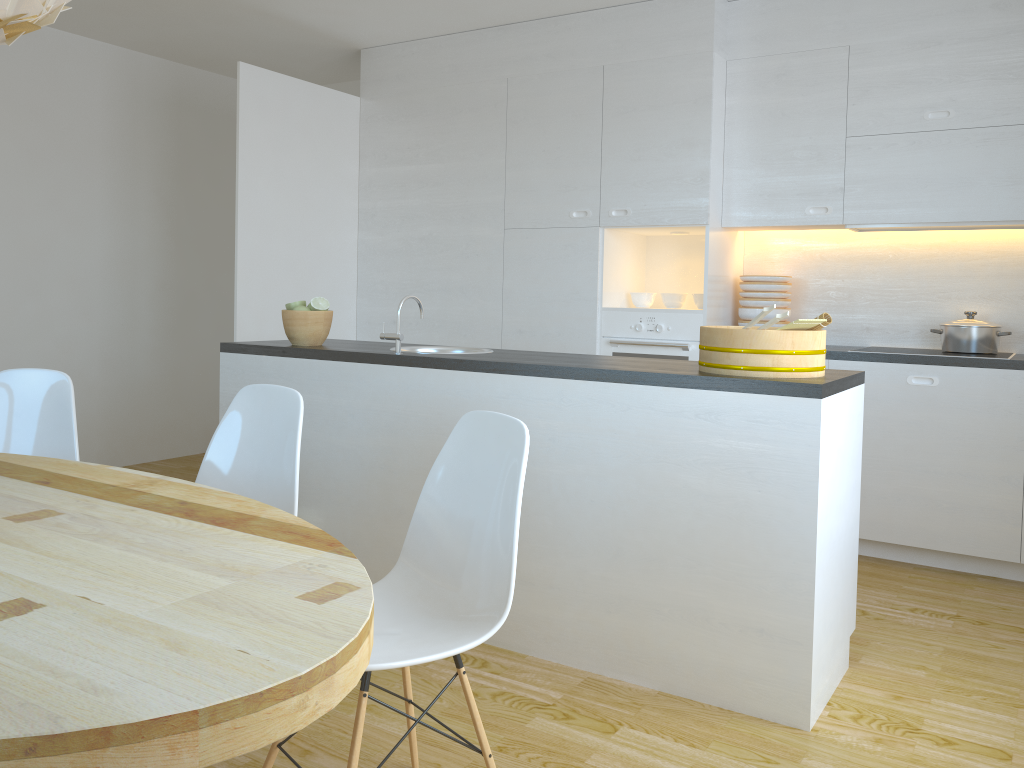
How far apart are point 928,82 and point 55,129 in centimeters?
476cm

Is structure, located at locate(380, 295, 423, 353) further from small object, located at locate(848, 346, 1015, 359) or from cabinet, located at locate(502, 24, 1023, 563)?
small object, located at locate(848, 346, 1015, 359)

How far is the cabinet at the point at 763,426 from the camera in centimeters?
247cm

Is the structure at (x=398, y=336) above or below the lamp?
below

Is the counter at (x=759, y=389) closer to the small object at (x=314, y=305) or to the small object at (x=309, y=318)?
the small object at (x=309, y=318)

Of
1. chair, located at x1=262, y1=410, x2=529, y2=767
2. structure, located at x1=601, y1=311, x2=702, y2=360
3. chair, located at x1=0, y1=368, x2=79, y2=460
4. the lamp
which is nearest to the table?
chair, located at x1=262, y1=410, x2=529, y2=767

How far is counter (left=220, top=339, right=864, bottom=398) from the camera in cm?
247

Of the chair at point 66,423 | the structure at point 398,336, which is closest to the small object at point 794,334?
the structure at point 398,336

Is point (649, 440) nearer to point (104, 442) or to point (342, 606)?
point (342, 606)

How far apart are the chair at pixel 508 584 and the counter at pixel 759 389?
0.7 meters
